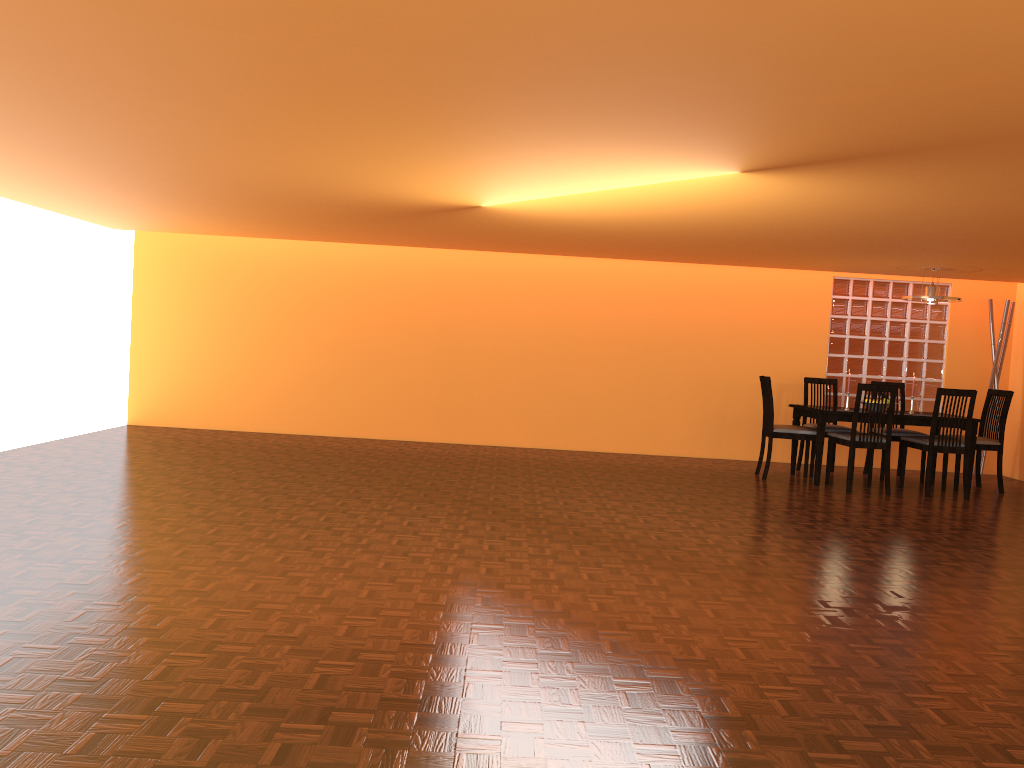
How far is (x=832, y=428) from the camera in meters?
7.2

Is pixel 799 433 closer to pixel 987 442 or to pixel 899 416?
pixel 899 416

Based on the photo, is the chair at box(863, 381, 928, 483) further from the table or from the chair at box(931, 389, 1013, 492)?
the chair at box(931, 389, 1013, 492)

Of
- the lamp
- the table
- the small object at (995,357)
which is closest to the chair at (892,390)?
the table

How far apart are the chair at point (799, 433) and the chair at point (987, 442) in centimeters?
129cm

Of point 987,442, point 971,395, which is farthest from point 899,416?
point 987,442

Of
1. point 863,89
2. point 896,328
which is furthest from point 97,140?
point 896,328

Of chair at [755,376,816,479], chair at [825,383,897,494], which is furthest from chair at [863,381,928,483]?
chair at [755,376,816,479]

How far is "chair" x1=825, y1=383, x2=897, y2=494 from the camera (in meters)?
6.40

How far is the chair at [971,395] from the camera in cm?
640
